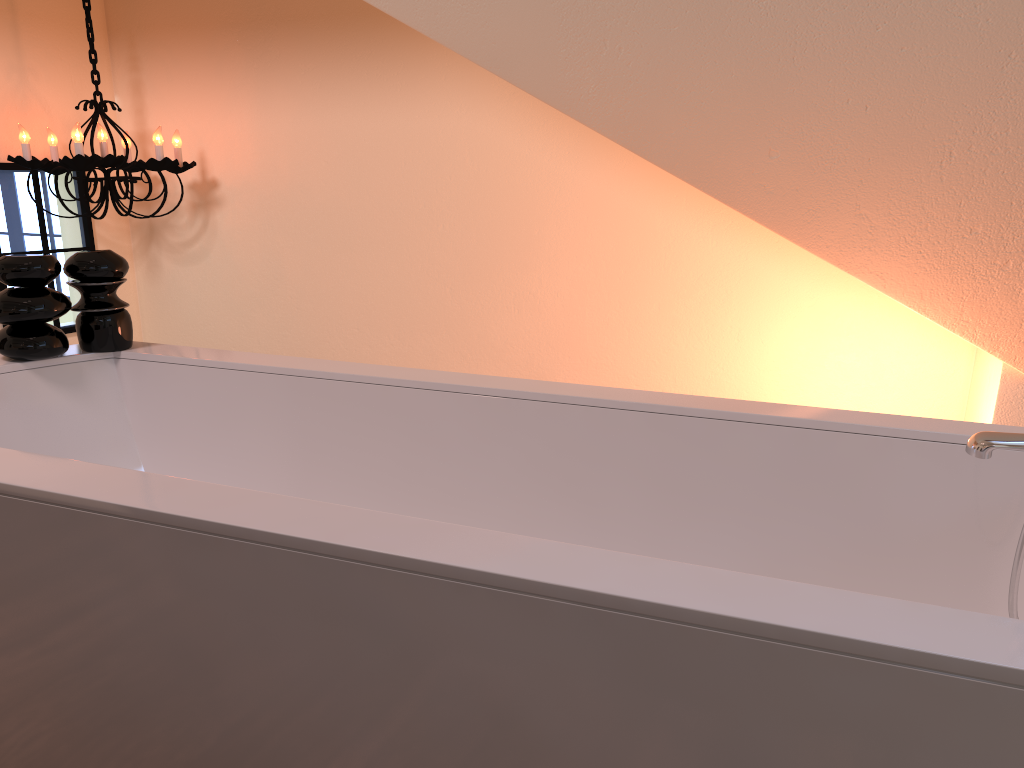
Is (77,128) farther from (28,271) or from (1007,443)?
(1007,443)

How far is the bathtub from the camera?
0.7m

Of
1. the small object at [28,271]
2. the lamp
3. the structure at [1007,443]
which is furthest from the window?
the structure at [1007,443]

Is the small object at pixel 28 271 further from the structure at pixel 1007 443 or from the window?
the window

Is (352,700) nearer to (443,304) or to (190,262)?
(443,304)

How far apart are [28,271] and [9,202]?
1.82m

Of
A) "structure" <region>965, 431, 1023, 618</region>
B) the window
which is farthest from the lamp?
"structure" <region>965, 431, 1023, 618</region>

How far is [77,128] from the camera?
2.9m

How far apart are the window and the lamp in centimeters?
8cm

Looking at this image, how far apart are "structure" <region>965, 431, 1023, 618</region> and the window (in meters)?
3.27
